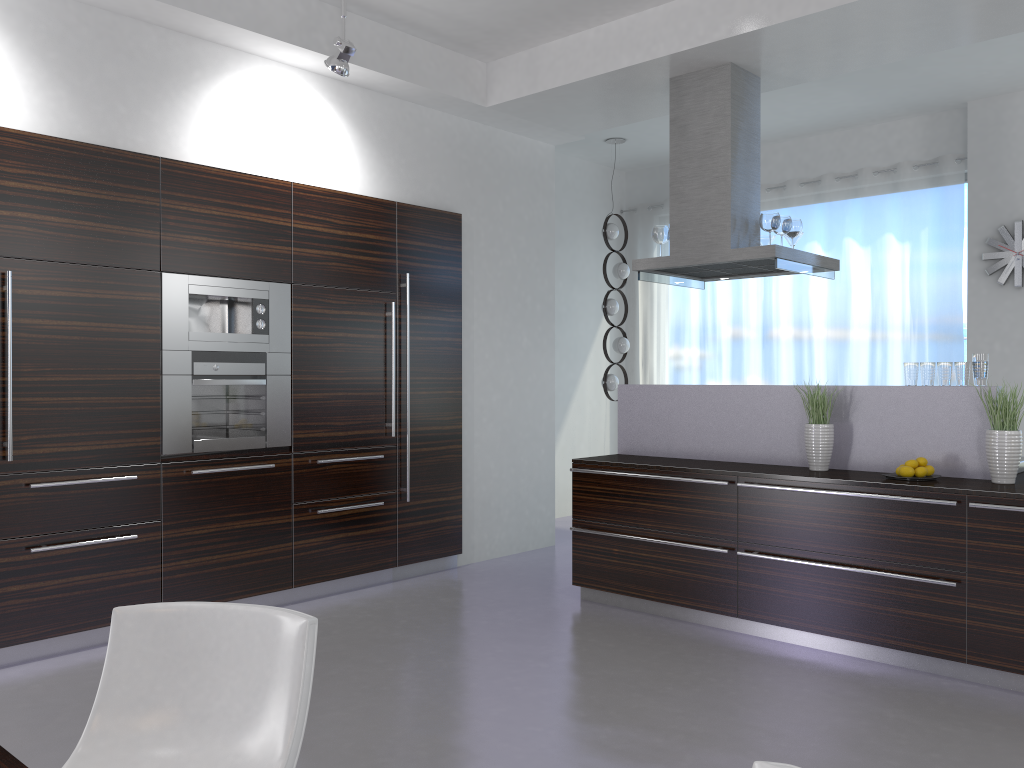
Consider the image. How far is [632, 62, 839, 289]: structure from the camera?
5.2m

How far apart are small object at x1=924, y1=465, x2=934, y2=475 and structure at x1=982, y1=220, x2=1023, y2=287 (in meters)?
3.21

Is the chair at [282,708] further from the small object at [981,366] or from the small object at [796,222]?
the small object at [796,222]

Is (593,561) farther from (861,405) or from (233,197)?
(233,197)

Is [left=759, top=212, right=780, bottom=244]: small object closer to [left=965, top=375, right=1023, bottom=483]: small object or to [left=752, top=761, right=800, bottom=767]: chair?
[left=965, top=375, right=1023, bottom=483]: small object

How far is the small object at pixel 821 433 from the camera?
4.6 meters

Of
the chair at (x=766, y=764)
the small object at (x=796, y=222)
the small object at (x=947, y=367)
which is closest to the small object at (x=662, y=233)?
the small object at (x=796, y=222)

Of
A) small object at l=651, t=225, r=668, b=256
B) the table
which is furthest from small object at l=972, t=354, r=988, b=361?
the table

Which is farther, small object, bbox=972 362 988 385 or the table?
small object, bbox=972 362 988 385

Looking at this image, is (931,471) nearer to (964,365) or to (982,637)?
(964,365)
